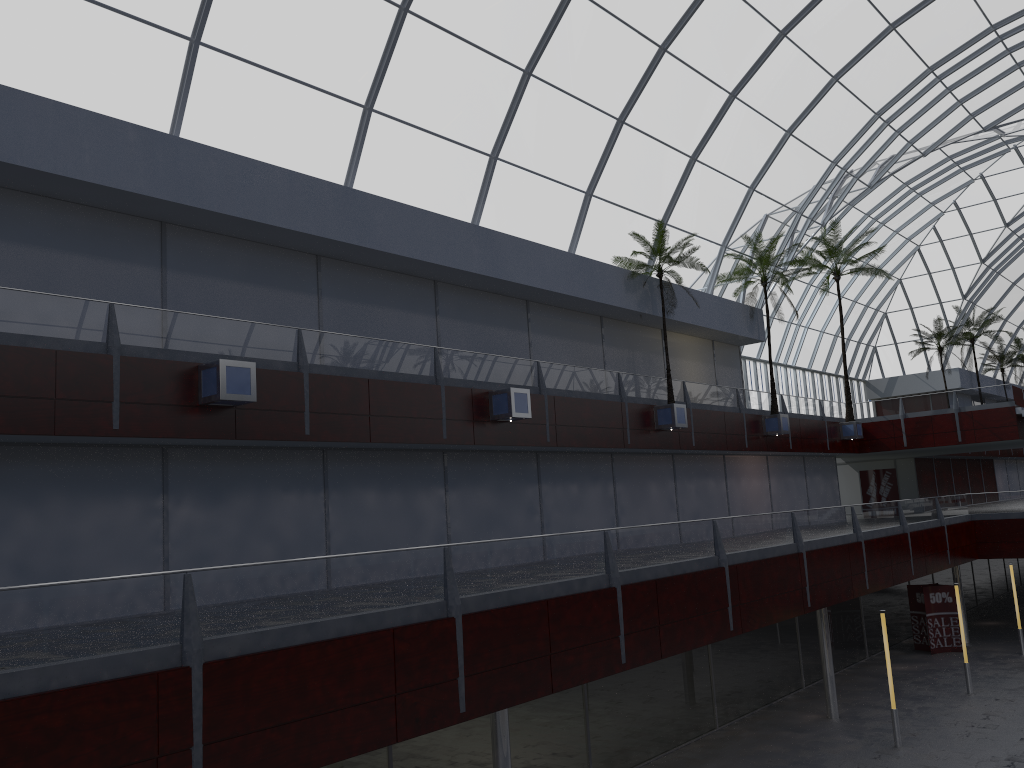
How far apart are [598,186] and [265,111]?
15.7m

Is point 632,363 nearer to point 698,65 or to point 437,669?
point 698,65
